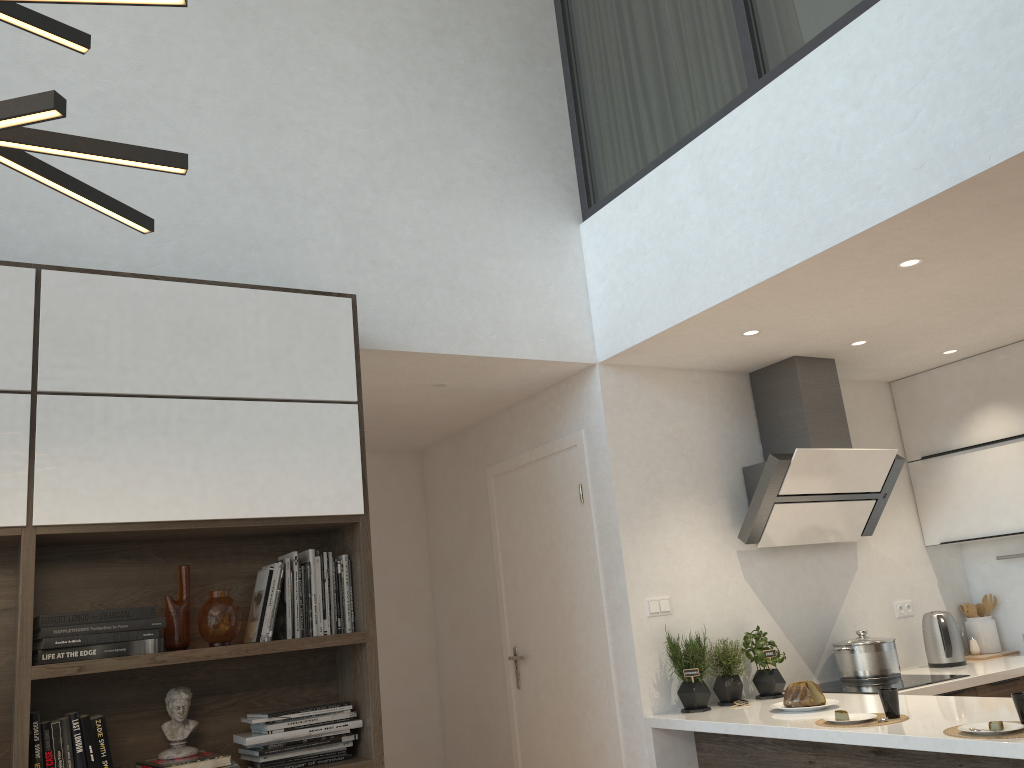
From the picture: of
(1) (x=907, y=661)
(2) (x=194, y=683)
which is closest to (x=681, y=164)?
(2) (x=194, y=683)

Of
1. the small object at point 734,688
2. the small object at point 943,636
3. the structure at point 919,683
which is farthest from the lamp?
the small object at point 943,636

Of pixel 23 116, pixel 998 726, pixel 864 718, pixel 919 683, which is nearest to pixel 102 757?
pixel 23 116

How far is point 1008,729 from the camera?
2.6m

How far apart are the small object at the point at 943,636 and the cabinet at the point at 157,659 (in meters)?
3.00

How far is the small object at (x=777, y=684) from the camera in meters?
3.9

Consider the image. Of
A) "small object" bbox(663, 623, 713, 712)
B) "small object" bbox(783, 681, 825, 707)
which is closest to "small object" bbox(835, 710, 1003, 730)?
"small object" bbox(783, 681, 825, 707)

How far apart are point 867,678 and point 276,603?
2.77m

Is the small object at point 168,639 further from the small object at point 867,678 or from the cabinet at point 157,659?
the small object at point 867,678

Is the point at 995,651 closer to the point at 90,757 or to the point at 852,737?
the point at 852,737
